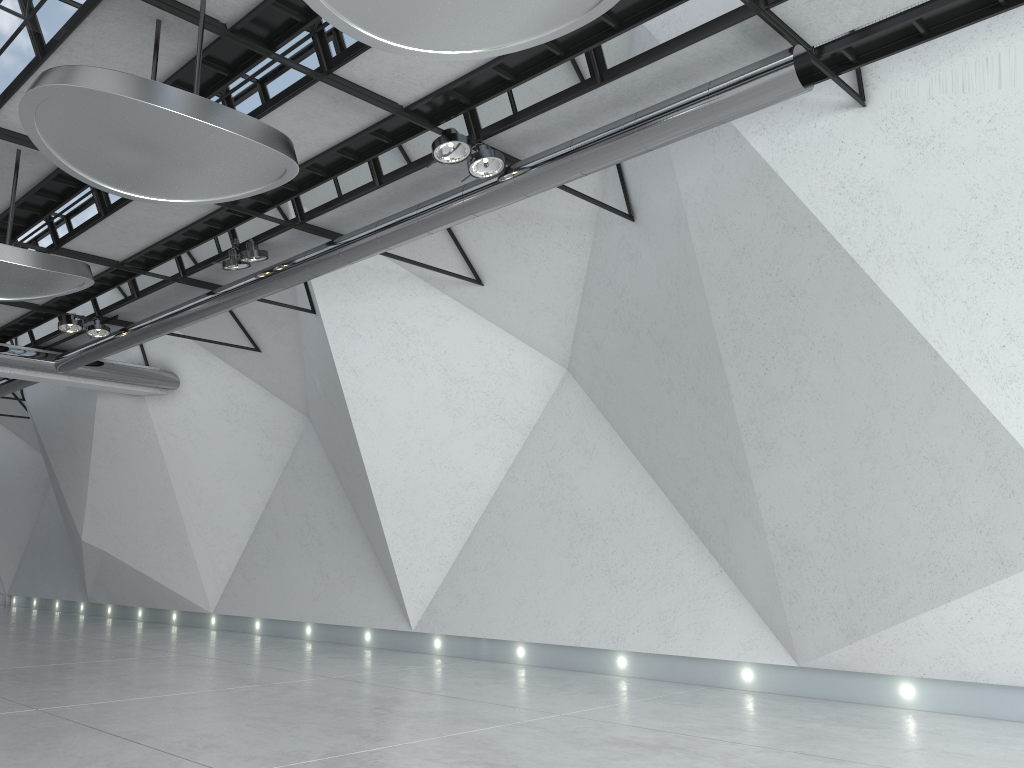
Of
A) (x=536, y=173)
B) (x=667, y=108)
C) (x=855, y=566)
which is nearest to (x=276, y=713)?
(x=536, y=173)
